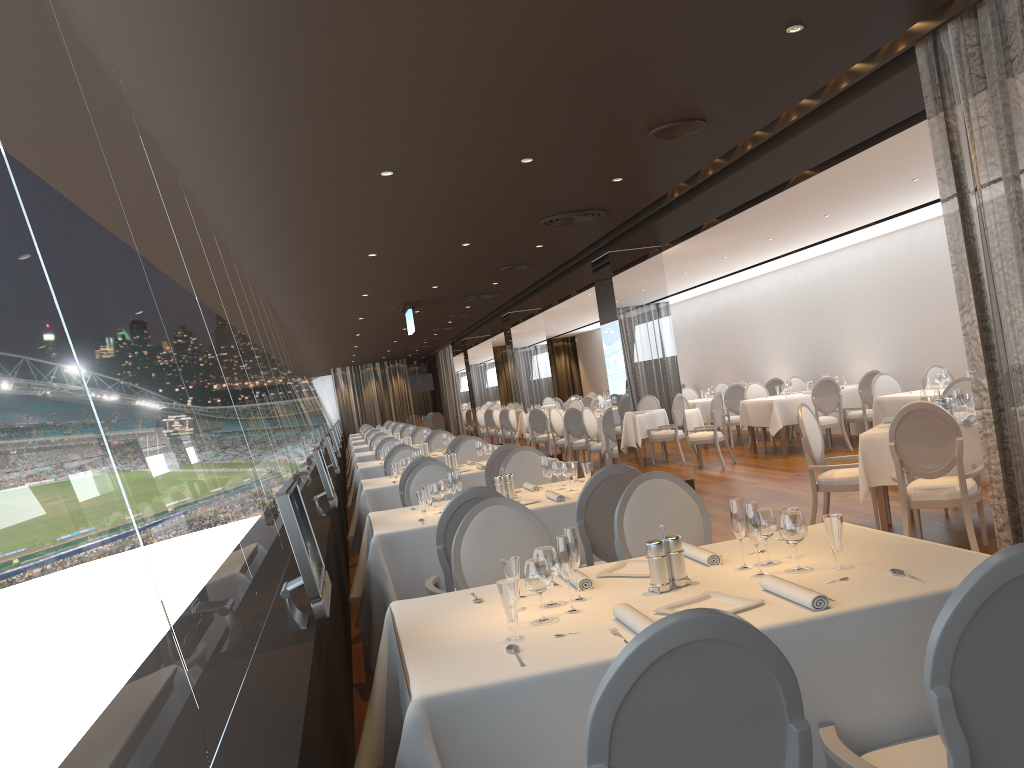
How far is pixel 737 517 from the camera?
2.9m

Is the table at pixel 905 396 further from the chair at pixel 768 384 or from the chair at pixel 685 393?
the chair at pixel 685 393

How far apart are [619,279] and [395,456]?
3.4m

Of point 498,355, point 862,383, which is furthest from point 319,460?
point 498,355

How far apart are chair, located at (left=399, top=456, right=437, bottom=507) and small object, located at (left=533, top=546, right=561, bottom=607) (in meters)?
4.60

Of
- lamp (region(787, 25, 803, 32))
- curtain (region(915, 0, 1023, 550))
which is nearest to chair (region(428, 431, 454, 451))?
curtain (region(915, 0, 1023, 550))

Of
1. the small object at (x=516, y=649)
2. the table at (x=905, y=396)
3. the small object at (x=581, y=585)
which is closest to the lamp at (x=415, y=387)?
the table at (x=905, y=396)

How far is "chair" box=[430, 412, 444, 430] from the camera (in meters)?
31.00

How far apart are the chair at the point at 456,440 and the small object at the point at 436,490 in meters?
5.0 m

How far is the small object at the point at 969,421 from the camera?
6.2 meters
